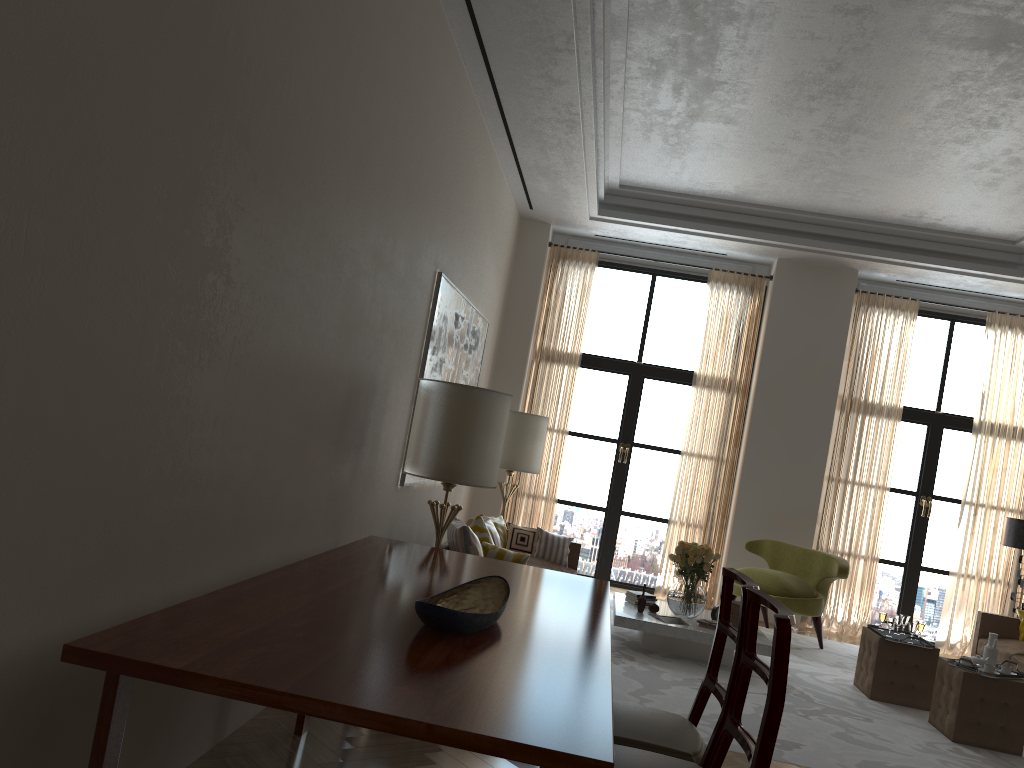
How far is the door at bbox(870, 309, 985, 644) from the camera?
12.6m

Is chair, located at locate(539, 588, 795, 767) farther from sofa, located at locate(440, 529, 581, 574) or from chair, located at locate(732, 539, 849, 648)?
chair, located at locate(732, 539, 849, 648)

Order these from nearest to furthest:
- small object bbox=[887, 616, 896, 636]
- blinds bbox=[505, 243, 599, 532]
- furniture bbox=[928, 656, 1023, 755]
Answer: furniture bbox=[928, 656, 1023, 755] < small object bbox=[887, 616, 896, 636] < blinds bbox=[505, 243, 599, 532]

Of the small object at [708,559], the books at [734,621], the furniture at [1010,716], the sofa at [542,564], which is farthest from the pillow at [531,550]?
the furniture at [1010,716]

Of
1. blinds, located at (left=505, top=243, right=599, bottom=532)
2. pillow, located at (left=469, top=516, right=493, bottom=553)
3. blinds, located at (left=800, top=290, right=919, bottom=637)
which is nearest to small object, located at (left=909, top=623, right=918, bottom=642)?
blinds, located at (left=800, top=290, right=919, bottom=637)

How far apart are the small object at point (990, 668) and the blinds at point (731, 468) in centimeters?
499cm

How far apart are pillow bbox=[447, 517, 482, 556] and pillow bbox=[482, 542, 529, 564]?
0.1 meters

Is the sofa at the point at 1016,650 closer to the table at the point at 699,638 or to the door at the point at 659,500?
the table at the point at 699,638

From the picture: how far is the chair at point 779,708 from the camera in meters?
2.9 m

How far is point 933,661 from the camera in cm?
855
